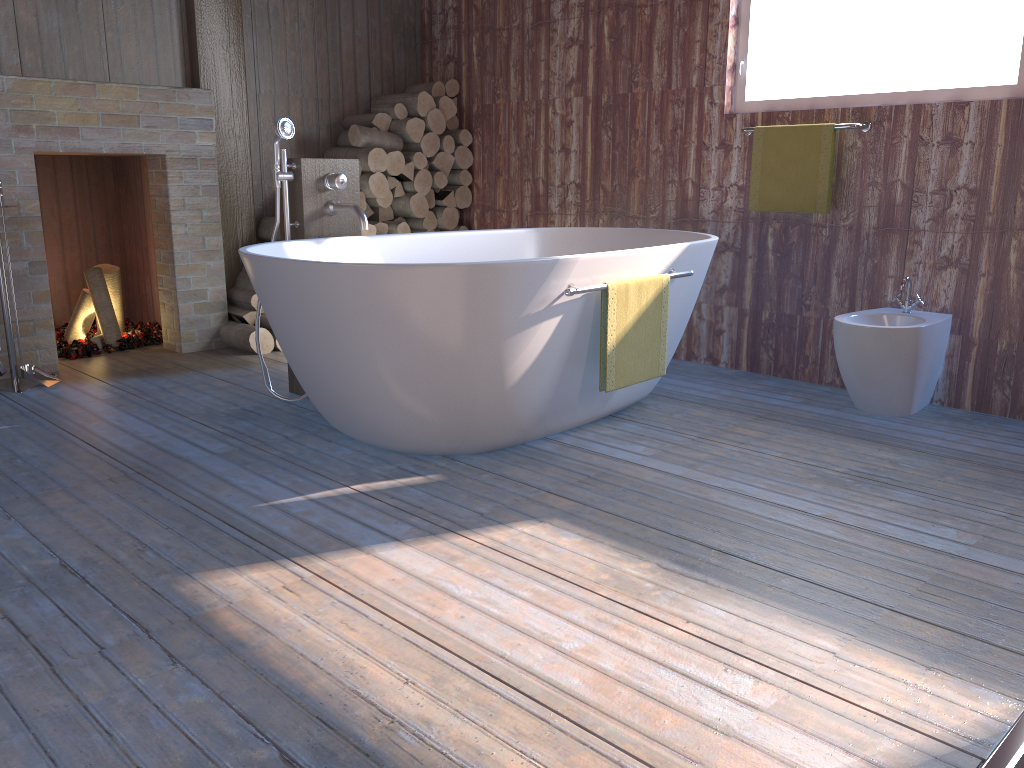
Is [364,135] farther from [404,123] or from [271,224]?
[271,224]

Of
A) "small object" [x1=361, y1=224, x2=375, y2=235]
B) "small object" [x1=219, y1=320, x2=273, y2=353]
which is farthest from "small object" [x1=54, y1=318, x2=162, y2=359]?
"small object" [x1=361, y1=224, x2=375, y2=235]

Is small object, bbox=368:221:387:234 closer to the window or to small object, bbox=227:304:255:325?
small object, bbox=227:304:255:325

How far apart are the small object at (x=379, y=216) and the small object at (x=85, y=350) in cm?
135

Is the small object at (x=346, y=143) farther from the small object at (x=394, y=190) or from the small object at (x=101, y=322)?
the small object at (x=101, y=322)

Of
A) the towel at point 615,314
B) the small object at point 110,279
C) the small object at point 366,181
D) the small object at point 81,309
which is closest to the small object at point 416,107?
the small object at point 366,181

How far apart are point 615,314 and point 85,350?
2.92m

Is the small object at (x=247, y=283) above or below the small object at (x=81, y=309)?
above

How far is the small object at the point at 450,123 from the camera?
5.3m

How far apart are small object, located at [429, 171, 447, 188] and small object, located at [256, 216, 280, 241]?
1.0m
